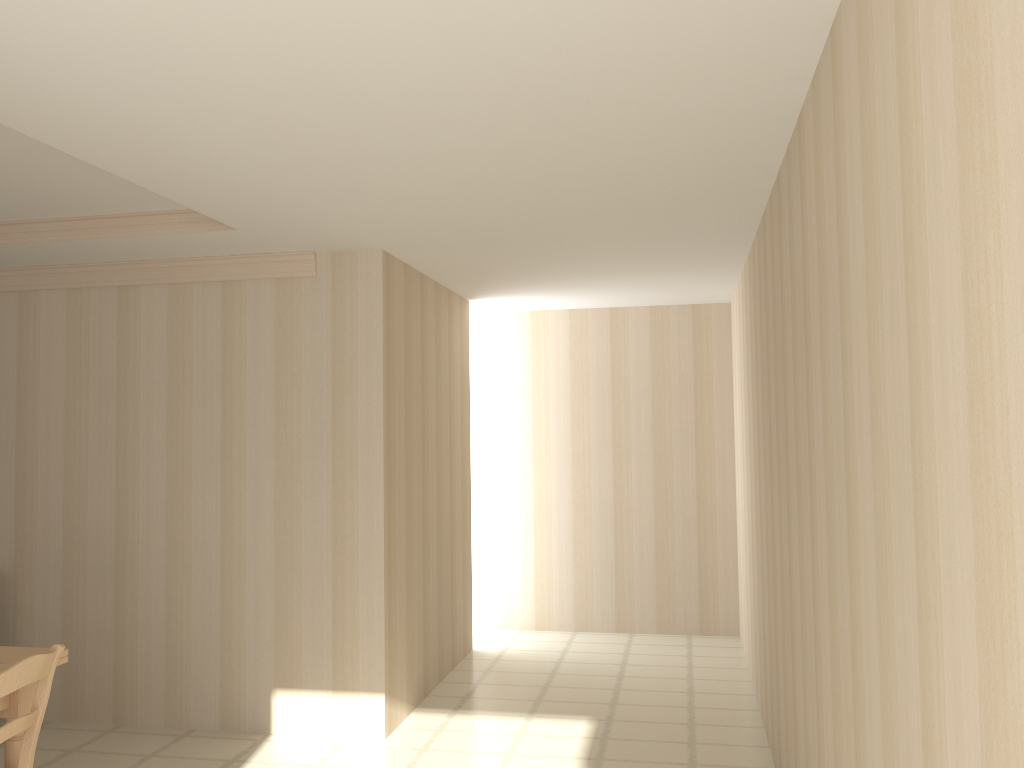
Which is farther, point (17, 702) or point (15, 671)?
point (17, 702)

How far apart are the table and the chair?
0.1m

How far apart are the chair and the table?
0.11m

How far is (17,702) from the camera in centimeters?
306cm

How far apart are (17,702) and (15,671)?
0.4m

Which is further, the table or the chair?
the table

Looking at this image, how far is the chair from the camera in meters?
2.8 m

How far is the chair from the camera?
2.8 meters

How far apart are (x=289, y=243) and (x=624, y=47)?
2.6m

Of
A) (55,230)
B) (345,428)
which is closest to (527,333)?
(345,428)
